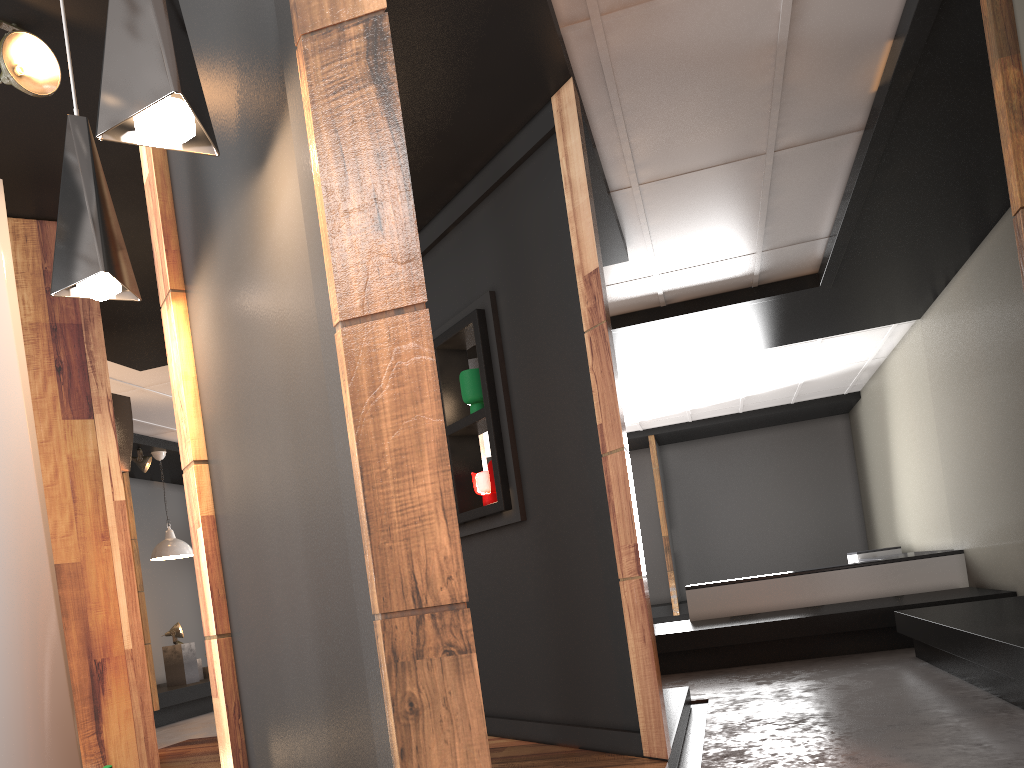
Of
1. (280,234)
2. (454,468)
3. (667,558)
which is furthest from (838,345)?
(280,234)

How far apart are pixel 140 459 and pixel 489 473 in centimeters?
591cm

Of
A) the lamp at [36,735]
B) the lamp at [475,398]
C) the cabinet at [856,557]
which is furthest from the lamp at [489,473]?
the cabinet at [856,557]

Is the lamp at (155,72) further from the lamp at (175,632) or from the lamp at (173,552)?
the lamp at (175,632)

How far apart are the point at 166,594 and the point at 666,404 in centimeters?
675cm

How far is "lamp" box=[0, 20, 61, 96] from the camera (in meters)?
2.90

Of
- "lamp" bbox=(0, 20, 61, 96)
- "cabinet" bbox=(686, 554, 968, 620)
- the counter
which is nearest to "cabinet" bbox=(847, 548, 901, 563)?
the counter

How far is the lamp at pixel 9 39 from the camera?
2.90m

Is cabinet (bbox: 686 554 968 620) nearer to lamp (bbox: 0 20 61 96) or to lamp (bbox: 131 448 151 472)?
lamp (bbox: 131 448 151 472)

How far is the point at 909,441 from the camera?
9.7m
